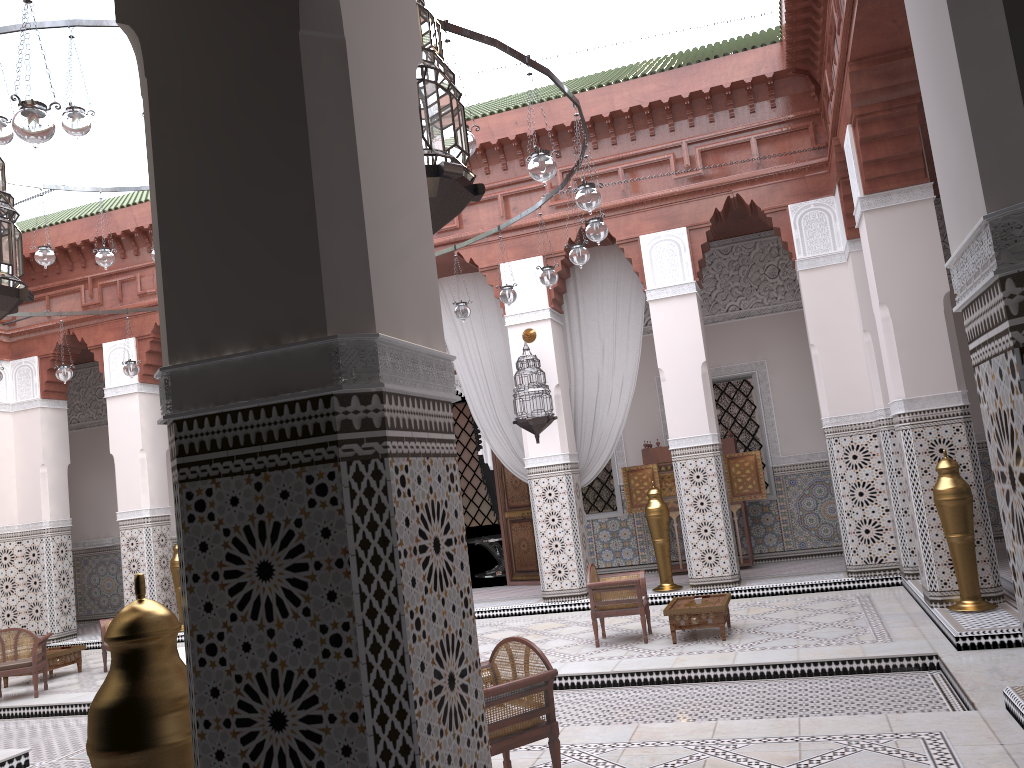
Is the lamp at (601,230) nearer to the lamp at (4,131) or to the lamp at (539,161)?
the lamp at (539,161)

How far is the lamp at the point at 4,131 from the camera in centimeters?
256cm

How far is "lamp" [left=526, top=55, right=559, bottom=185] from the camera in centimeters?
235cm

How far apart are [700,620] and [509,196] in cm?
248

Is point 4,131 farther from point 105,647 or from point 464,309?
point 105,647

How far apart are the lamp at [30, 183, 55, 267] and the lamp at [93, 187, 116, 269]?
0.2 meters

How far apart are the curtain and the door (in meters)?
0.57

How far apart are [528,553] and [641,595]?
2.09m

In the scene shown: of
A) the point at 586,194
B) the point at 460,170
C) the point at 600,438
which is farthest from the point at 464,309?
the point at 460,170

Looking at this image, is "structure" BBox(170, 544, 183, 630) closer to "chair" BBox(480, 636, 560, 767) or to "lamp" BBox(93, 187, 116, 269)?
"lamp" BBox(93, 187, 116, 269)
